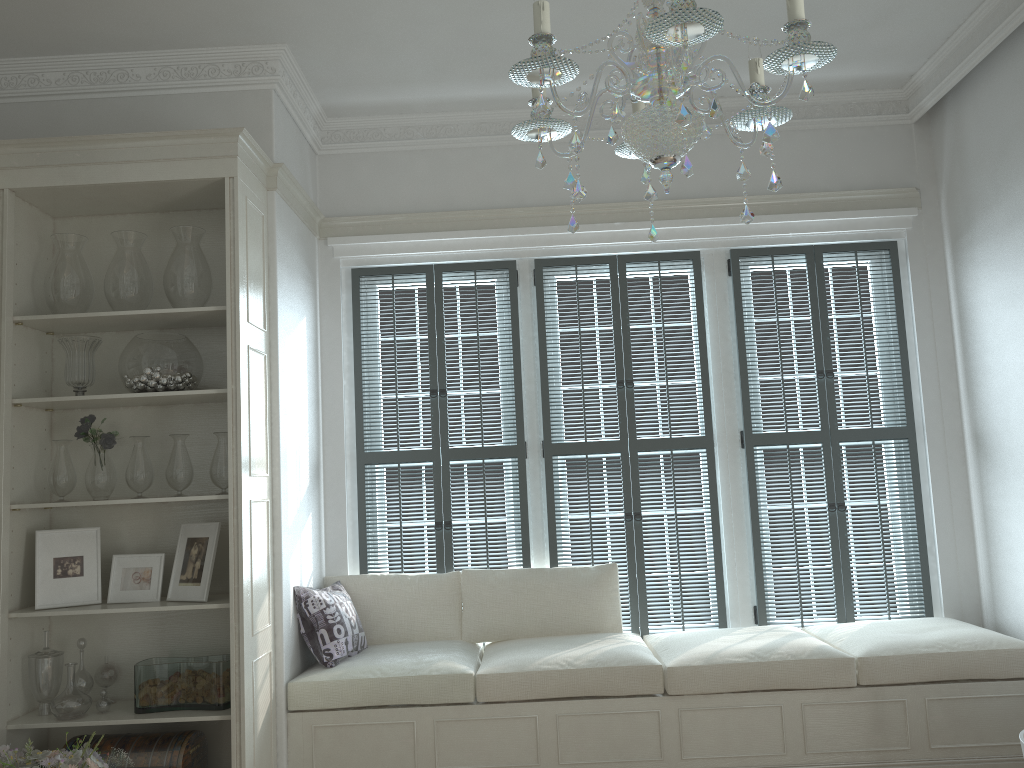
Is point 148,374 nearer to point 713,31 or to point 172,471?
point 172,471

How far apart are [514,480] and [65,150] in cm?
248

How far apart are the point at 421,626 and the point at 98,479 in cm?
162

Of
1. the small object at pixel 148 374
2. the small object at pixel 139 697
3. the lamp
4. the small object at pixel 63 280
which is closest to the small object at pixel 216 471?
the small object at pixel 148 374

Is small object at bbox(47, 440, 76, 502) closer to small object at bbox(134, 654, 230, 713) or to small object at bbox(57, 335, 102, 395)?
small object at bbox(57, 335, 102, 395)

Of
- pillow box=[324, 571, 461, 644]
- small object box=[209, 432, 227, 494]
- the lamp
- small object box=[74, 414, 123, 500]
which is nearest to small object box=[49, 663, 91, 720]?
small object box=[74, 414, 123, 500]

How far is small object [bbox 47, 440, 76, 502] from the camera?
3.5m

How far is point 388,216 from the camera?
4.6 meters

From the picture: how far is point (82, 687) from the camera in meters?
3.5

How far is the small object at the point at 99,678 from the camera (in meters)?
3.56
